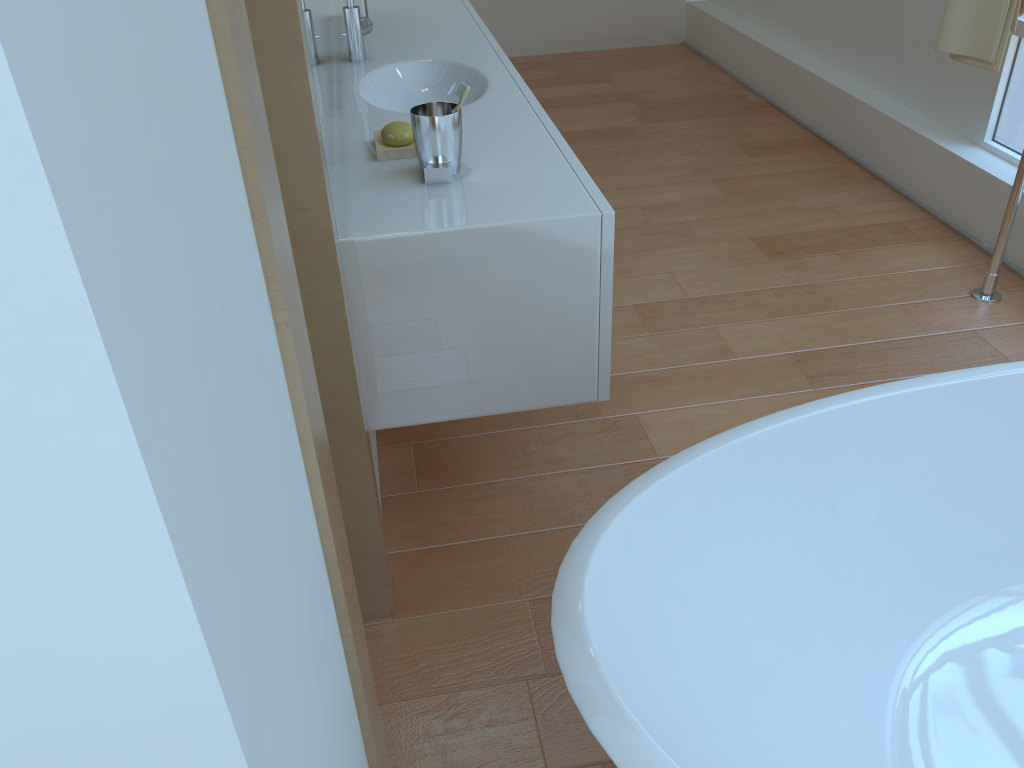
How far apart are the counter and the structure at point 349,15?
0.02m

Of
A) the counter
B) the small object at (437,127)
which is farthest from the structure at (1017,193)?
the small object at (437,127)

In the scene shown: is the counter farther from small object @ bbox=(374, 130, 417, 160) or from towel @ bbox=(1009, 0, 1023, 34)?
towel @ bbox=(1009, 0, 1023, 34)

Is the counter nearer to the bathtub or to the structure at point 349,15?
the structure at point 349,15

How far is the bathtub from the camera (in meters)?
1.01

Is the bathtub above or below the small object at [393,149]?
below

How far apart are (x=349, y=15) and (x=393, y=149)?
0.79m

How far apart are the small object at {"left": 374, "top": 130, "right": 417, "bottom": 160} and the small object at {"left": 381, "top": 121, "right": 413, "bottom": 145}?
0.0 meters

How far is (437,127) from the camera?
1.55m

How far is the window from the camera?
2.9m
